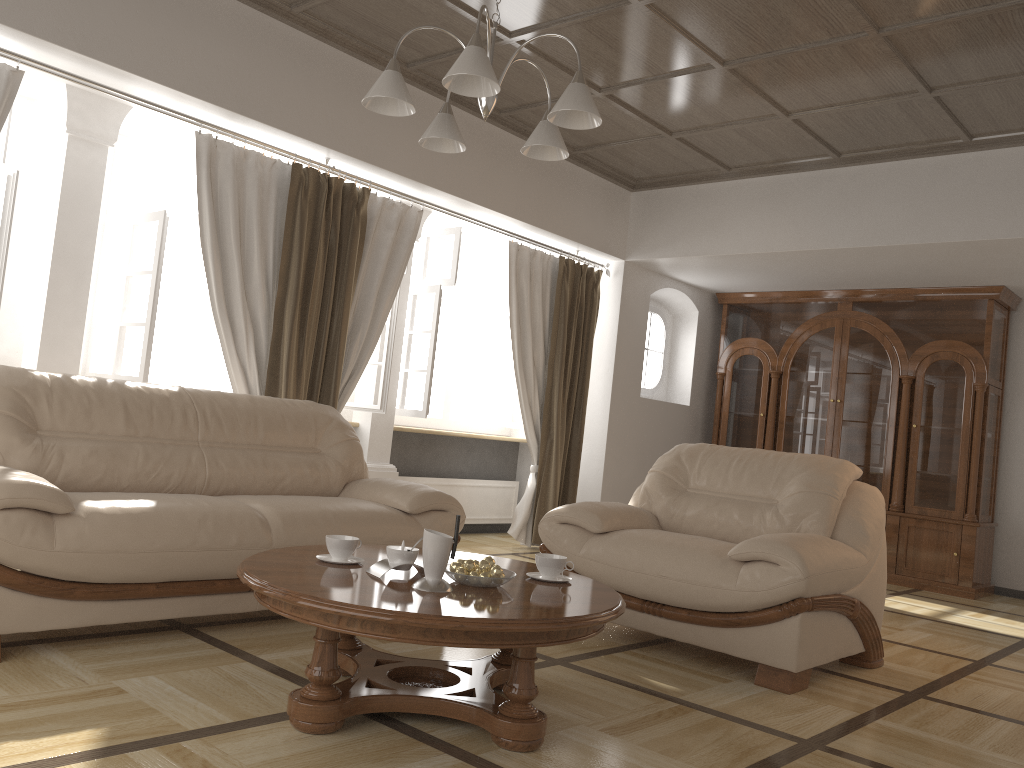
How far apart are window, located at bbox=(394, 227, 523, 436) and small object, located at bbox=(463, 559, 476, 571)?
3.4m

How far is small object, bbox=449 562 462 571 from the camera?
2.66m

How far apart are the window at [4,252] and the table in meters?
2.2 m

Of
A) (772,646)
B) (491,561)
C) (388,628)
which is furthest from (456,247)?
(388,628)

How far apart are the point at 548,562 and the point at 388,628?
0.8m

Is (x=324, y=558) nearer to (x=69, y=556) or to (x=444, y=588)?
(x=444, y=588)

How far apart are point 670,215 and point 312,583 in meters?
5.1

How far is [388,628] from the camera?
2.2m

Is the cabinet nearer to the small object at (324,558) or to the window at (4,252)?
Answer: the small object at (324,558)

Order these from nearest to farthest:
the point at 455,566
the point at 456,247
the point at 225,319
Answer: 1. the point at 455,566
2. the point at 225,319
3. the point at 456,247
